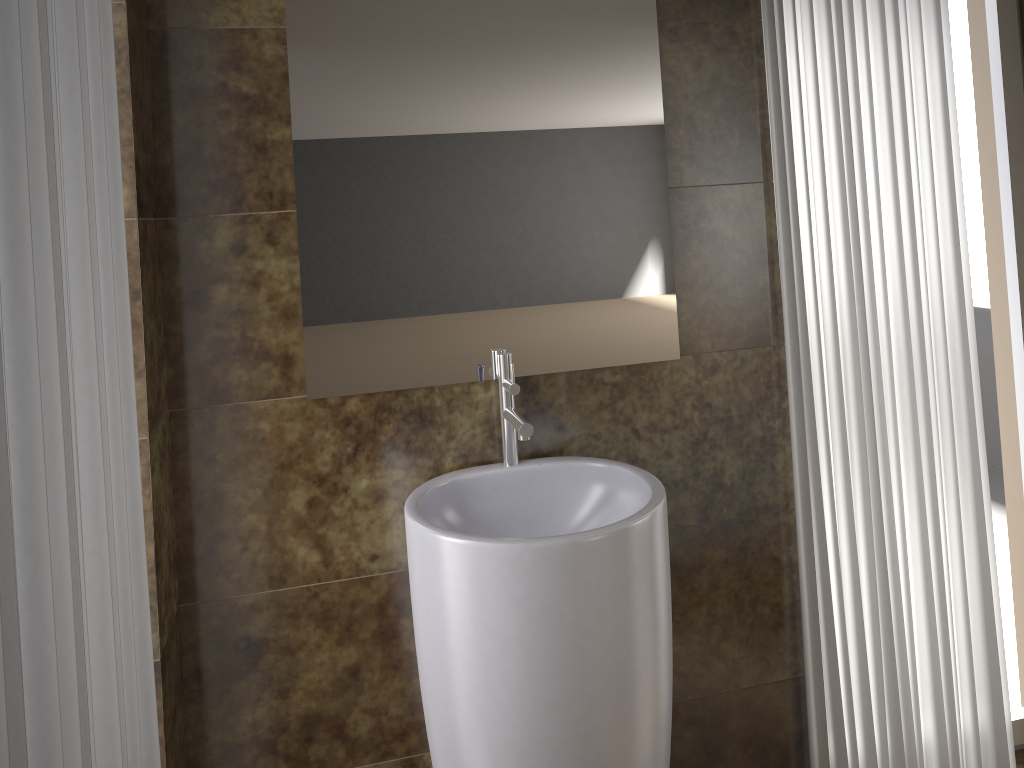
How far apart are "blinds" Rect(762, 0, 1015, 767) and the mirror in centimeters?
24cm

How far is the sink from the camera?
1.4m

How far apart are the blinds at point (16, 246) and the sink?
0.5m

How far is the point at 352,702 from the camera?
1.8m

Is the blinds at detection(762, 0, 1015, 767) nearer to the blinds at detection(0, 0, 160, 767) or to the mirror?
the mirror

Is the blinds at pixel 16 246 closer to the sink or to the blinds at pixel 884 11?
the sink

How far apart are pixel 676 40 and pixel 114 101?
1.15m

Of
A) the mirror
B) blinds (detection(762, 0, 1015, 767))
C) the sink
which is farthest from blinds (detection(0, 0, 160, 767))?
blinds (detection(762, 0, 1015, 767))

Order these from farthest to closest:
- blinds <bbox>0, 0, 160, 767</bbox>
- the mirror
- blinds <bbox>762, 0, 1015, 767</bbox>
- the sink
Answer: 1. blinds <bbox>762, 0, 1015, 767</bbox>
2. the mirror
3. the sink
4. blinds <bbox>0, 0, 160, 767</bbox>

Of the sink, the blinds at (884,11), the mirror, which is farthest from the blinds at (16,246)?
the blinds at (884,11)
